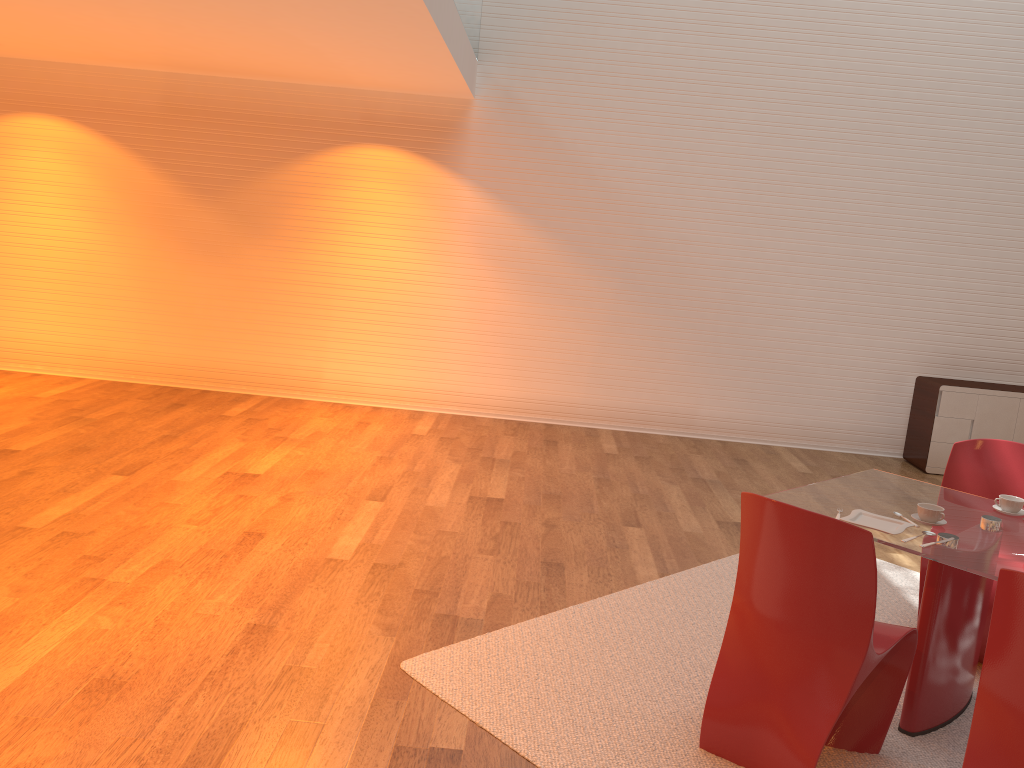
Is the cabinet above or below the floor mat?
above

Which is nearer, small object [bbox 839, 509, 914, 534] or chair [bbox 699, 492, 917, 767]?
chair [bbox 699, 492, 917, 767]

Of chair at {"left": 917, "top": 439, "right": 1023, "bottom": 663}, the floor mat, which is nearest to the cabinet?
the floor mat

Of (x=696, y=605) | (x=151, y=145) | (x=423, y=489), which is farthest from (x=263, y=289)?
(x=696, y=605)

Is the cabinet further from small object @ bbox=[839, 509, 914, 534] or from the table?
small object @ bbox=[839, 509, 914, 534]

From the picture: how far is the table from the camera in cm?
293

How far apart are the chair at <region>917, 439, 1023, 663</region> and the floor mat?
0.6 meters

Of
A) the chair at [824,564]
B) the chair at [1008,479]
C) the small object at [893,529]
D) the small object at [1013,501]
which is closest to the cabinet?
the chair at [1008,479]

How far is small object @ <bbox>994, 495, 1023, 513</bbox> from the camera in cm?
338

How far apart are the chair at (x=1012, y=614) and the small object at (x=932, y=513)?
0.8m
